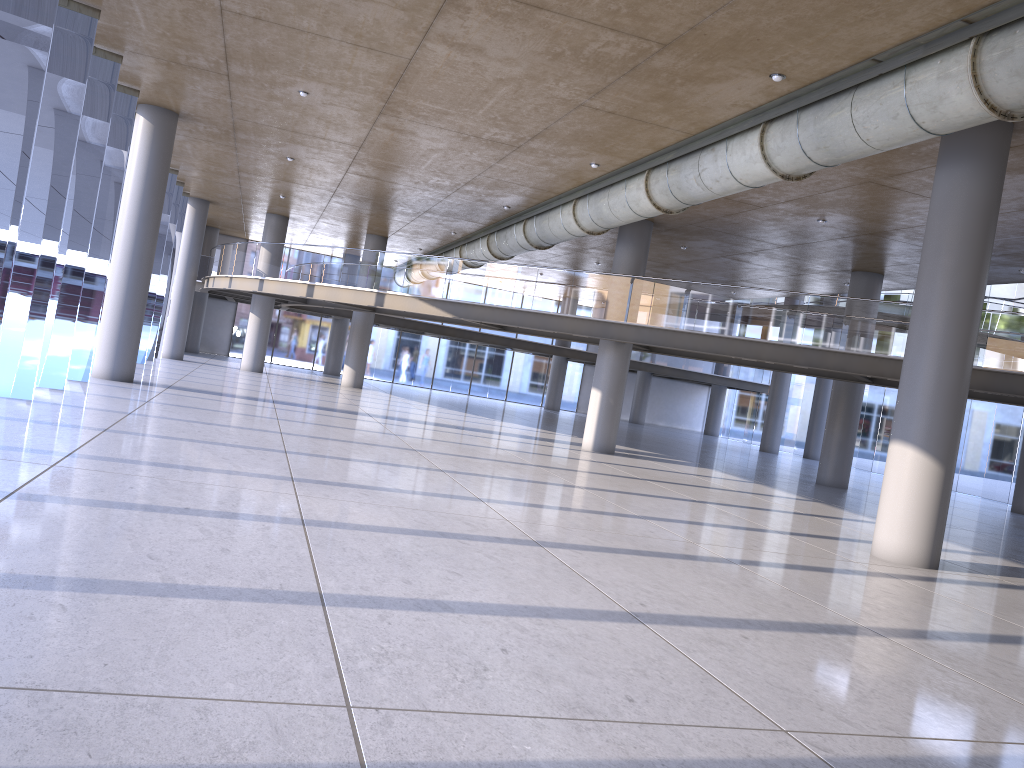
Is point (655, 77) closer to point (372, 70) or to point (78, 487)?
point (372, 70)
